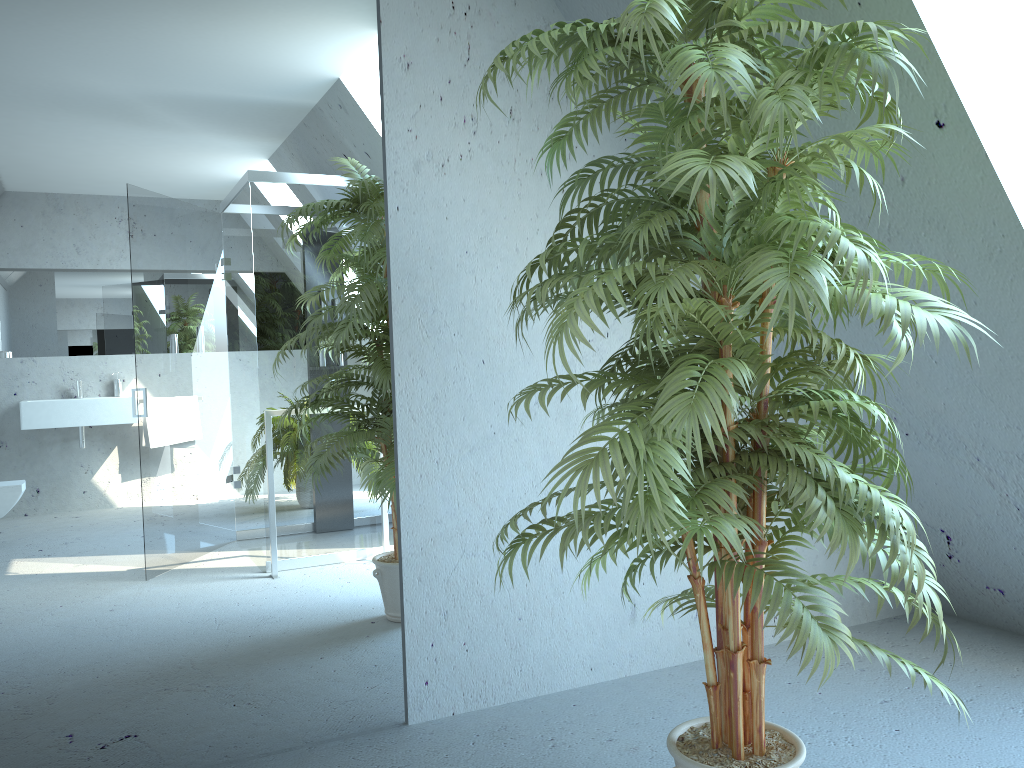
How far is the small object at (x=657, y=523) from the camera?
1.47m

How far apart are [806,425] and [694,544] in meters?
0.4 m

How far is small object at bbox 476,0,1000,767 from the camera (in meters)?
1.47

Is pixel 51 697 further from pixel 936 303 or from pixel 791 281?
pixel 936 303
